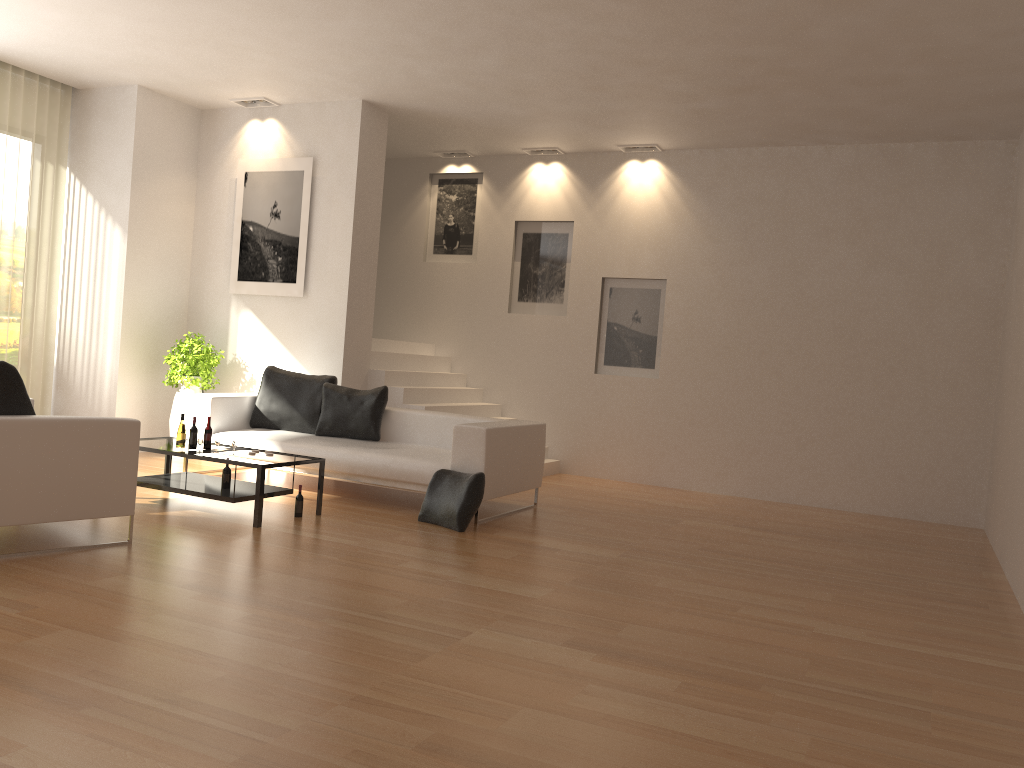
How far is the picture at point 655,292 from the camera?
10.02m

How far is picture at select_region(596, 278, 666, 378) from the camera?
10.02m

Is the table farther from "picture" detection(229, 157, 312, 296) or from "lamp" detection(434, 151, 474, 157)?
"lamp" detection(434, 151, 474, 157)

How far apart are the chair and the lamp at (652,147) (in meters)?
6.57

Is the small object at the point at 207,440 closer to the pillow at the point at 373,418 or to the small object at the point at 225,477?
the small object at the point at 225,477

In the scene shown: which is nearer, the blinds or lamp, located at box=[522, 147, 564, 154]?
the blinds

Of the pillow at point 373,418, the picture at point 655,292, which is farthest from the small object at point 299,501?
the picture at point 655,292

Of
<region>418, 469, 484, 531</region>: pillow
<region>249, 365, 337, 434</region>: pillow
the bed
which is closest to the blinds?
the bed

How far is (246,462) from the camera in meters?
6.1 m

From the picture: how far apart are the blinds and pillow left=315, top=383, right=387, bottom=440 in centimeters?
336cm
